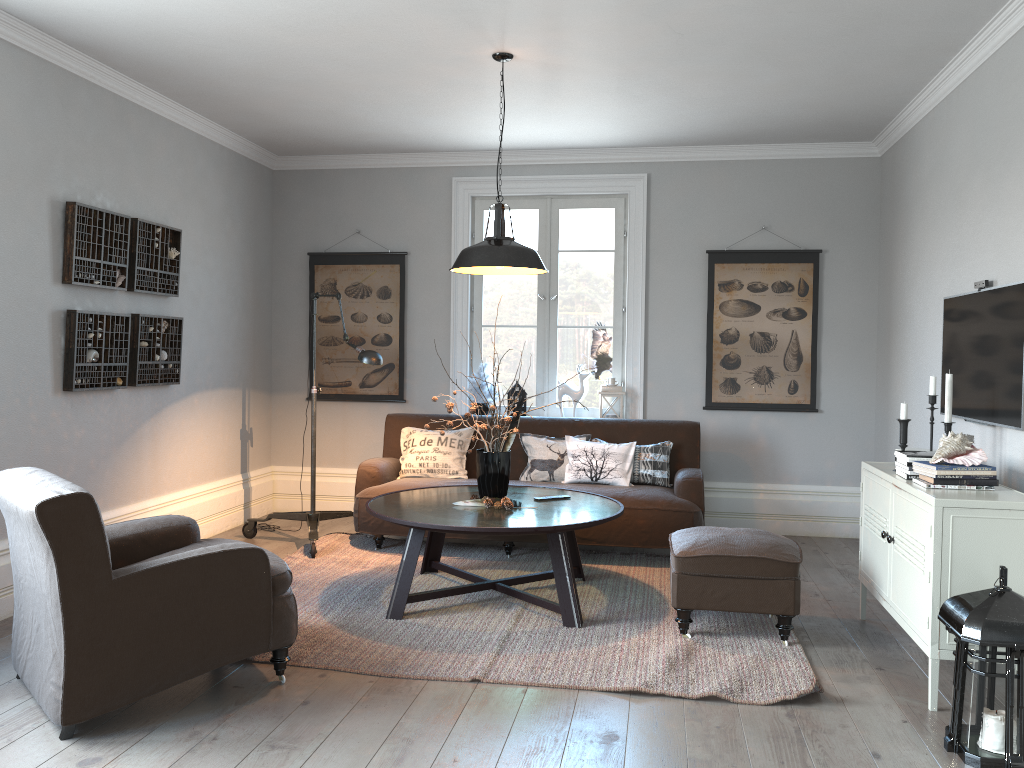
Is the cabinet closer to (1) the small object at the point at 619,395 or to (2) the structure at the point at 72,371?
(1) the small object at the point at 619,395

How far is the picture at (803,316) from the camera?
6.2m

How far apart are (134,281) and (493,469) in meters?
2.3

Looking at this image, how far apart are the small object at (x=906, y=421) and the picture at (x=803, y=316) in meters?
2.3

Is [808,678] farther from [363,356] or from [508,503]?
[363,356]

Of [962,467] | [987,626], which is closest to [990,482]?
[962,467]

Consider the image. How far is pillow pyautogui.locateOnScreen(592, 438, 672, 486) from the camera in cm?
562

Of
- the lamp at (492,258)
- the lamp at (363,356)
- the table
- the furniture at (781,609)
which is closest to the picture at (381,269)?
the lamp at (363,356)

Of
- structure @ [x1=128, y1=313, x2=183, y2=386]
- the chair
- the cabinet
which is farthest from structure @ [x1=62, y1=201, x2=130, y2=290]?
the cabinet

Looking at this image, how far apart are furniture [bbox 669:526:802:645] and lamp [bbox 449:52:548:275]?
1.42m
